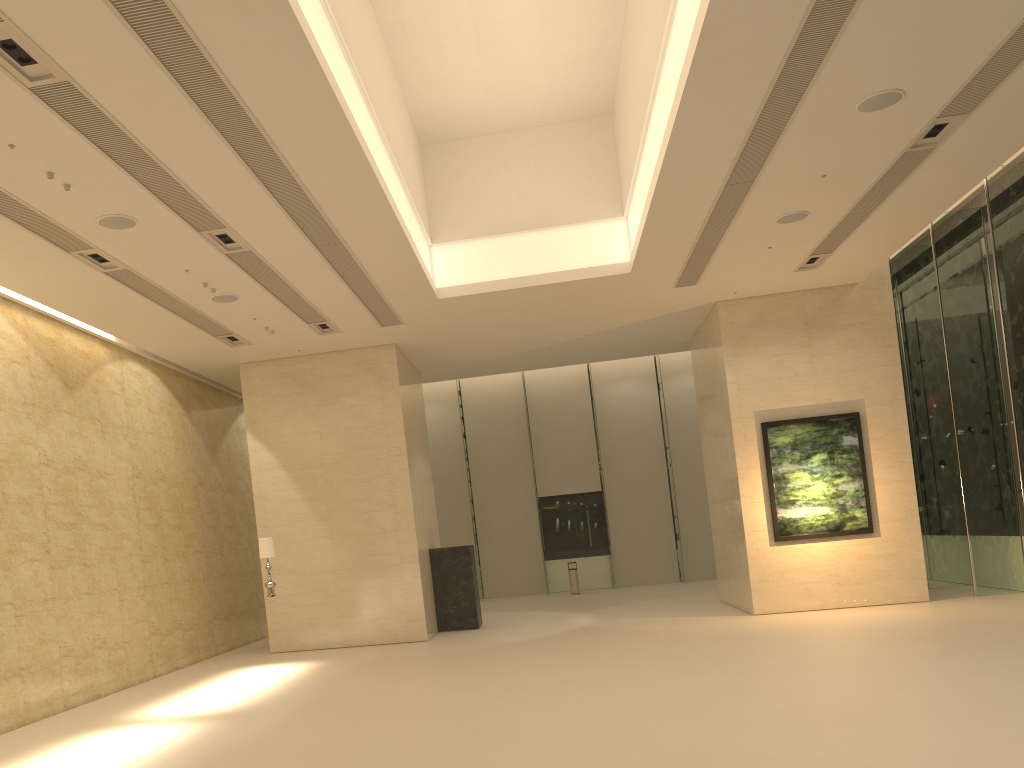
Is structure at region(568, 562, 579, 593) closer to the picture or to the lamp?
the picture

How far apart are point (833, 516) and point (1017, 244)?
5.7m

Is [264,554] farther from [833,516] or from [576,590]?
[576,590]

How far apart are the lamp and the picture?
9.19m

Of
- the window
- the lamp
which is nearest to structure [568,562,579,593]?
the window

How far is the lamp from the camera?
14.50m

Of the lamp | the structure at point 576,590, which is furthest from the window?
the lamp

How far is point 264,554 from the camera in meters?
14.5 m

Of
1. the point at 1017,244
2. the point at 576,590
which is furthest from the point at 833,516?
the point at 576,590

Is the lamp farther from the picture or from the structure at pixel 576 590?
the structure at pixel 576 590
